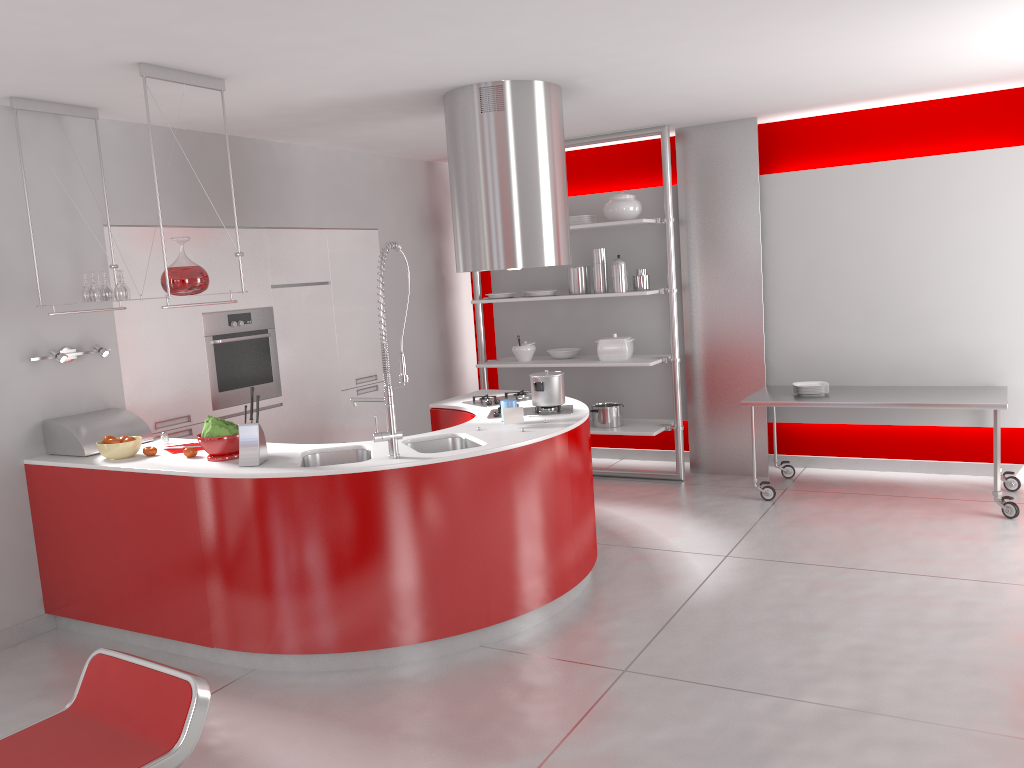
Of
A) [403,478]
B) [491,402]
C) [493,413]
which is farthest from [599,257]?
[403,478]

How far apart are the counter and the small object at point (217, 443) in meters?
0.0

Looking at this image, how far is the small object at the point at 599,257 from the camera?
6.56m

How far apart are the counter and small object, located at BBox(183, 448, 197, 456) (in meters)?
0.05

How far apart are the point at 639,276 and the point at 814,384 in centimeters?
147cm

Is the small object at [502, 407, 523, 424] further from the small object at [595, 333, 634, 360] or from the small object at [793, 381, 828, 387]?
the small object at [793, 381, 828, 387]

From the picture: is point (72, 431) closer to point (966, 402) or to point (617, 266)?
point (617, 266)

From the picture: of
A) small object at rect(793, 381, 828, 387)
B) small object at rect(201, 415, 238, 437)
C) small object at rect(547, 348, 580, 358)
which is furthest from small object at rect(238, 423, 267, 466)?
small object at rect(793, 381, 828, 387)

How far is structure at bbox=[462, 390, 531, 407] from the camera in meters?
5.1

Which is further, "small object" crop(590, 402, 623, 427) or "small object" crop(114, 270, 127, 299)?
"small object" crop(590, 402, 623, 427)
